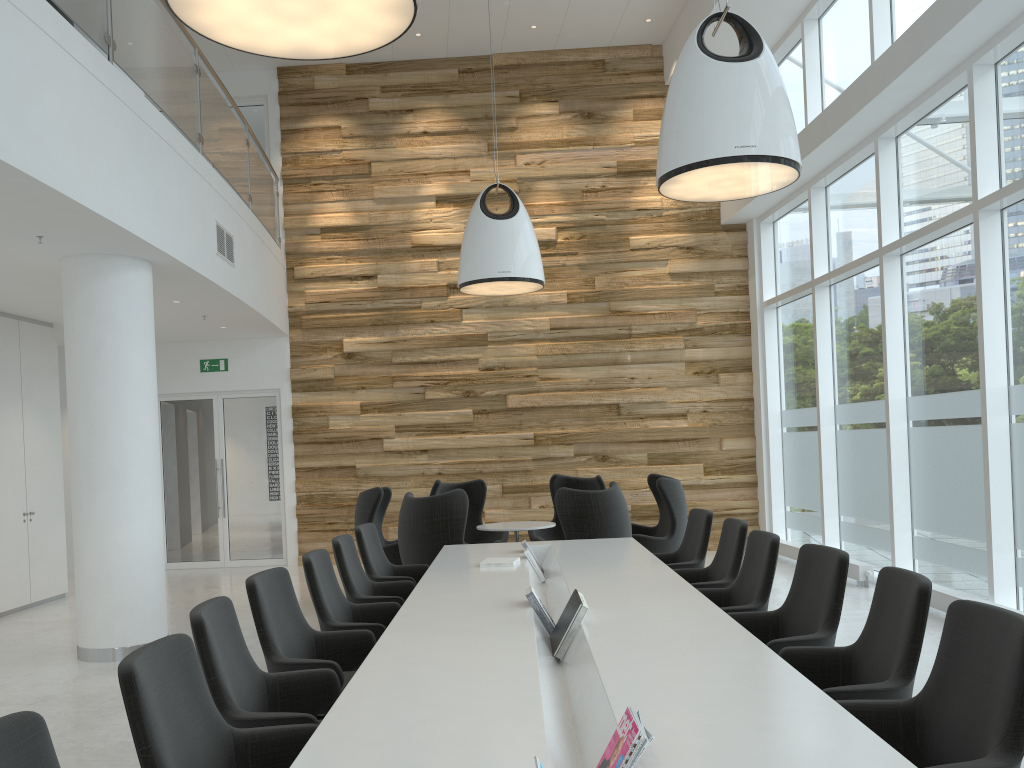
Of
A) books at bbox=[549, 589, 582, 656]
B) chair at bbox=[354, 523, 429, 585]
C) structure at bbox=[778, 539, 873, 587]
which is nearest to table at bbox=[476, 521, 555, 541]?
chair at bbox=[354, 523, 429, 585]

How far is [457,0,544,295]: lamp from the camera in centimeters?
851cm

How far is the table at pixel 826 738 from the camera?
2.3m

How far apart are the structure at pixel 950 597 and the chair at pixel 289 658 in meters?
4.7 m

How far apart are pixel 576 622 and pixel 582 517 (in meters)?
3.66

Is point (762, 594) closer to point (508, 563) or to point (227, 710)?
point (508, 563)

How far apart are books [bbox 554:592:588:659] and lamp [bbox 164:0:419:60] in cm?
242

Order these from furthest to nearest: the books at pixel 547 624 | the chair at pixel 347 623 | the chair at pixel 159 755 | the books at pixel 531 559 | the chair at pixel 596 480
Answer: the chair at pixel 596 480 → the books at pixel 531 559 → the chair at pixel 347 623 → the books at pixel 547 624 → the chair at pixel 159 755

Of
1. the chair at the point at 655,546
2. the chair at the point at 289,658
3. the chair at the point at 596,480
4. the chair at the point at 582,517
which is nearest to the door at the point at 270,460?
the chair at the point at 596,480

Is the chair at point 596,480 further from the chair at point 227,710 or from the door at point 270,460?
the chair at point 227,710
